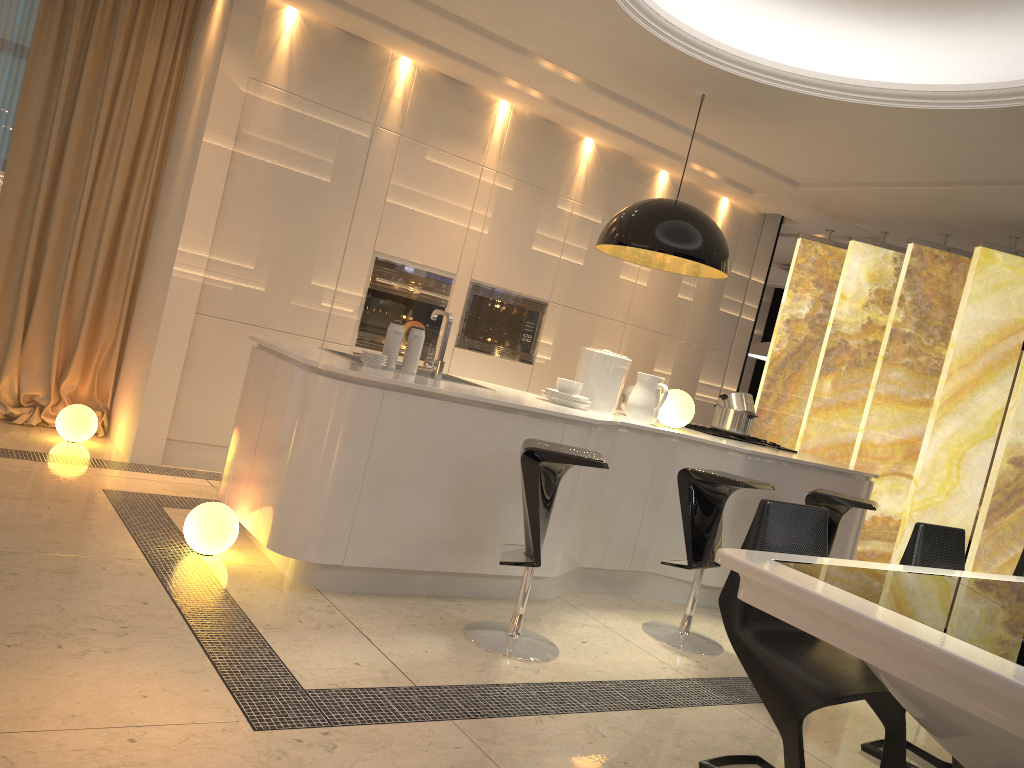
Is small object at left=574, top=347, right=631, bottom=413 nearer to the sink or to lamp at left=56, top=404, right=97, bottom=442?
the sink

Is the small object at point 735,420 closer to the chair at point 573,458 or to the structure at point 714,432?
the structure at point 714,432

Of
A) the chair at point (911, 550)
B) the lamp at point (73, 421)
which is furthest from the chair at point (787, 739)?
the lamp at point (73, 421)

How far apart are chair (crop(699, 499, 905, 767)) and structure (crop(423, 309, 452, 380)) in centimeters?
175cm

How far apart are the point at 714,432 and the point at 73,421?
3.6m

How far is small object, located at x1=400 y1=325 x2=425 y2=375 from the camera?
3.9m

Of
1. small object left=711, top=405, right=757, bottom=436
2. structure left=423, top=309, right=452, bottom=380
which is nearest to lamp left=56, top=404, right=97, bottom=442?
structure left=423, top=309, right=452, bottom=380

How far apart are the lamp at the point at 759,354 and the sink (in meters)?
5.23

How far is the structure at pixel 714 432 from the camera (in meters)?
5.27

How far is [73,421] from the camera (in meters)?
4.88
